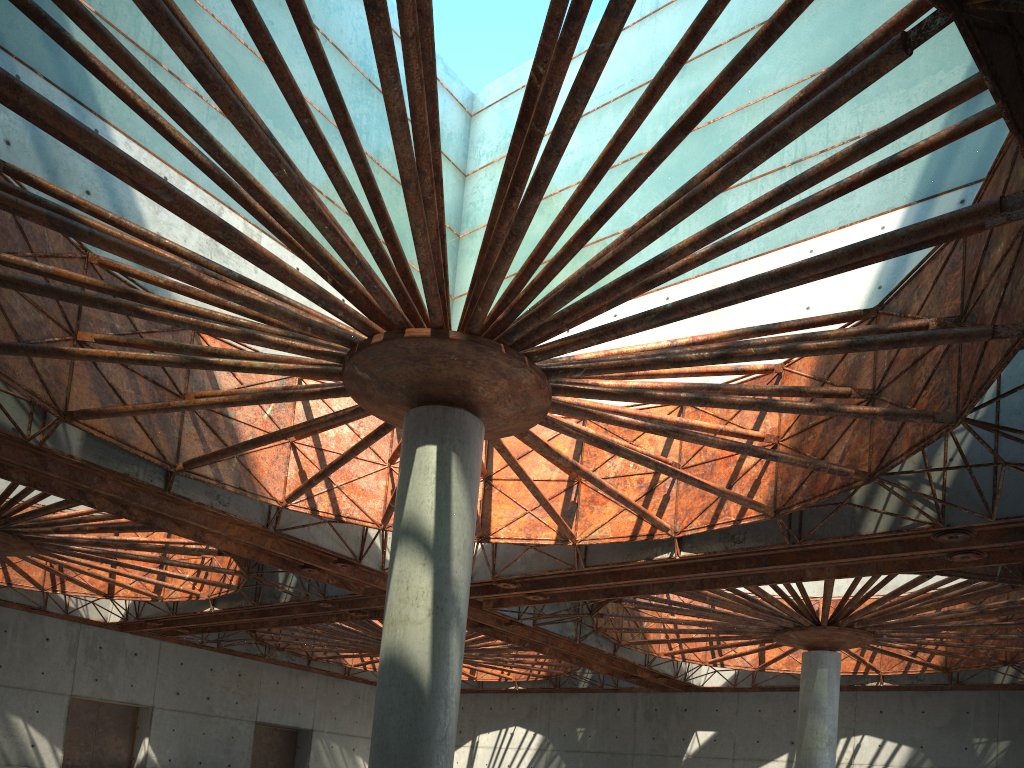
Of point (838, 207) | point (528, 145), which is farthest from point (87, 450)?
point (838, 207)
